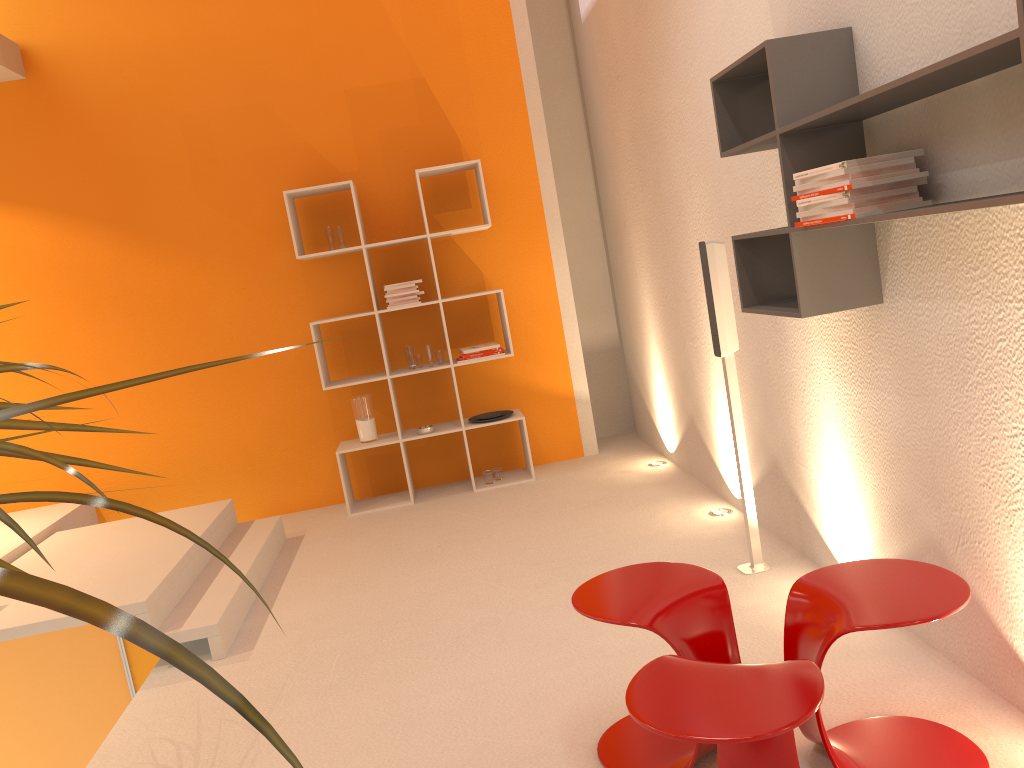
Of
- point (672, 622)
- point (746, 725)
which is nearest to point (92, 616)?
point (746, 725)

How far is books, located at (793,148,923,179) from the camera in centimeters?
219cm

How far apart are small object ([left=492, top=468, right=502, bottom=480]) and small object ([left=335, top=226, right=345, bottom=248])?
1.7m

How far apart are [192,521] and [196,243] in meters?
1.8 m

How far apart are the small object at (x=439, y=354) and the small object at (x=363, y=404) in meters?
0.5

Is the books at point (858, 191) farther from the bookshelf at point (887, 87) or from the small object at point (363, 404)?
the small object at point (363, 404)

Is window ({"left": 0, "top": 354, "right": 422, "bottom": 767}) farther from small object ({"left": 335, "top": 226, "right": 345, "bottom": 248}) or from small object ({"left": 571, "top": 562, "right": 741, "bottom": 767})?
small object ({"left": 571, "top": 562, "right": 741, "bottom": 767})

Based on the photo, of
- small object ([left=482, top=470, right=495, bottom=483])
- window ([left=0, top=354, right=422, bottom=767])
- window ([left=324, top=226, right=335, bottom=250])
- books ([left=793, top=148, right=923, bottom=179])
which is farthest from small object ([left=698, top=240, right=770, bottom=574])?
window ([left=324, top=226, right=335, bottom=250])

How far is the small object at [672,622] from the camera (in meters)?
2.21

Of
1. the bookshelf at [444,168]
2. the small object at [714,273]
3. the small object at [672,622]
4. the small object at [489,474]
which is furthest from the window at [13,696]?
the small object at [672,622]
